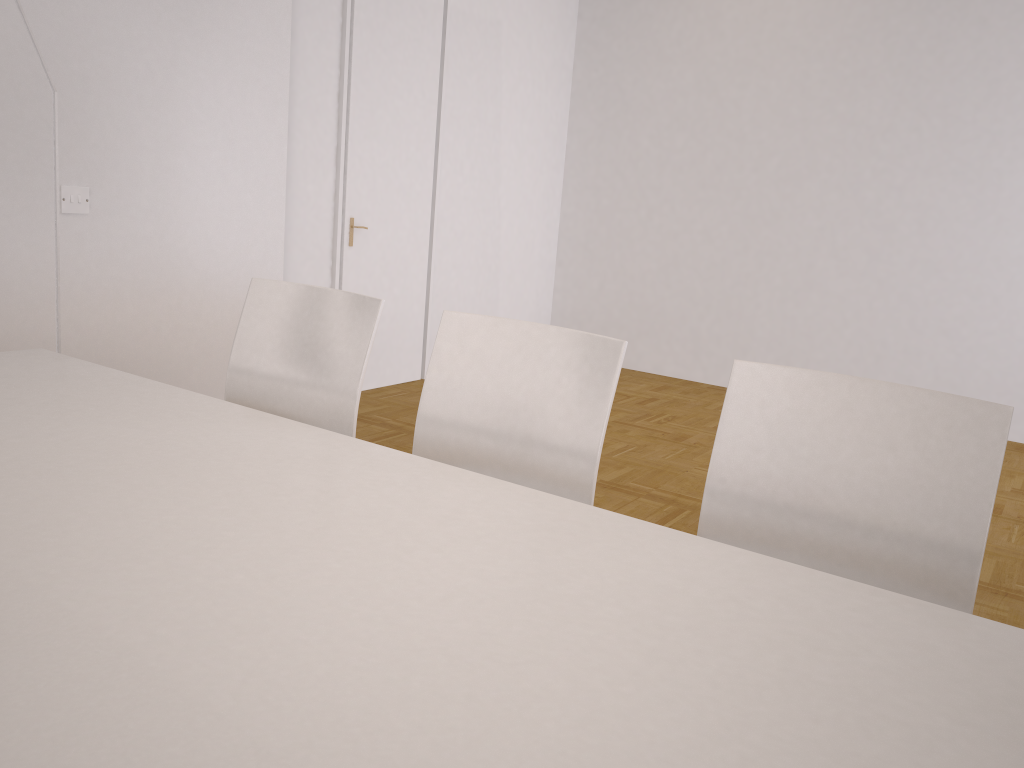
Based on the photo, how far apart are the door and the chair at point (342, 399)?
2.52m

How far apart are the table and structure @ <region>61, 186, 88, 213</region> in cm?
146

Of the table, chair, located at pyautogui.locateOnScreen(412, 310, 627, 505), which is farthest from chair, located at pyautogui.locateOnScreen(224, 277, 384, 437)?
the table

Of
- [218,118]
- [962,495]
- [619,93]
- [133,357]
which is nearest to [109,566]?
[962,495]

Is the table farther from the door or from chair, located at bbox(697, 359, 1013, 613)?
the door

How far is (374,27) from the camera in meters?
4.8 m

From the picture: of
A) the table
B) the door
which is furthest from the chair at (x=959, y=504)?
the door

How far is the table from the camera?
0.8 meters

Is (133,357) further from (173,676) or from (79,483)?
(173,676)

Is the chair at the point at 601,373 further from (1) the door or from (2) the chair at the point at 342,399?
(1) the door
